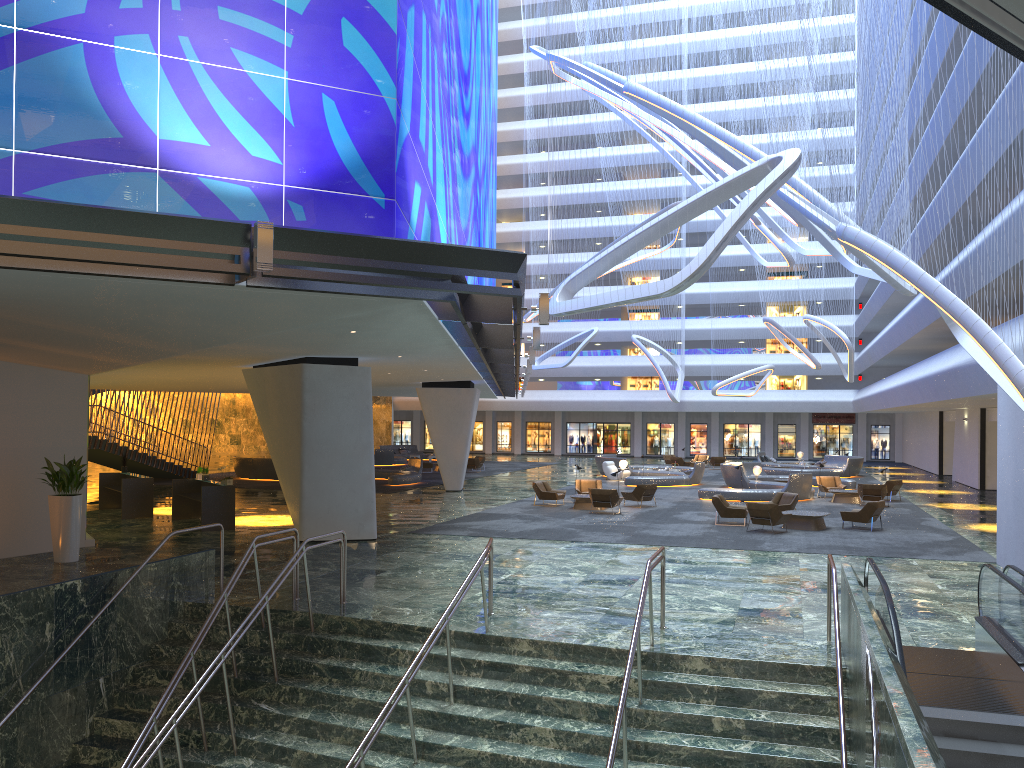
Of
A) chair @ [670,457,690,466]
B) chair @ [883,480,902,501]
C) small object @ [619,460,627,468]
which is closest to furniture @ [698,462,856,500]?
chair @ [883,480,902,501]

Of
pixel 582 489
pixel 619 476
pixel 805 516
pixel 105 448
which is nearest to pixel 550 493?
pixel 582 489

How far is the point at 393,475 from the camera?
36.6m

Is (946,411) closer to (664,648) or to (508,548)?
(508,548)

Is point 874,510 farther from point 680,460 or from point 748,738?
point 680,460

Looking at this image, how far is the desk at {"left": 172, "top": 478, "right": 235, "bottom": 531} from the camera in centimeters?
2147cm

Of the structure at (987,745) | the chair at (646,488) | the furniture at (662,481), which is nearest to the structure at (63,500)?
the structure at (987,745)

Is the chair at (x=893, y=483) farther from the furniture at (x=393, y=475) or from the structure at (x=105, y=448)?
the structure at (x=105, y=448)

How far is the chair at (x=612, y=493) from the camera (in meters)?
25.86

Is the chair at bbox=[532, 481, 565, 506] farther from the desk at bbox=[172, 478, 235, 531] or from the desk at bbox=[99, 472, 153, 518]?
the desk at bbox=[99, 472, 153, 518]
